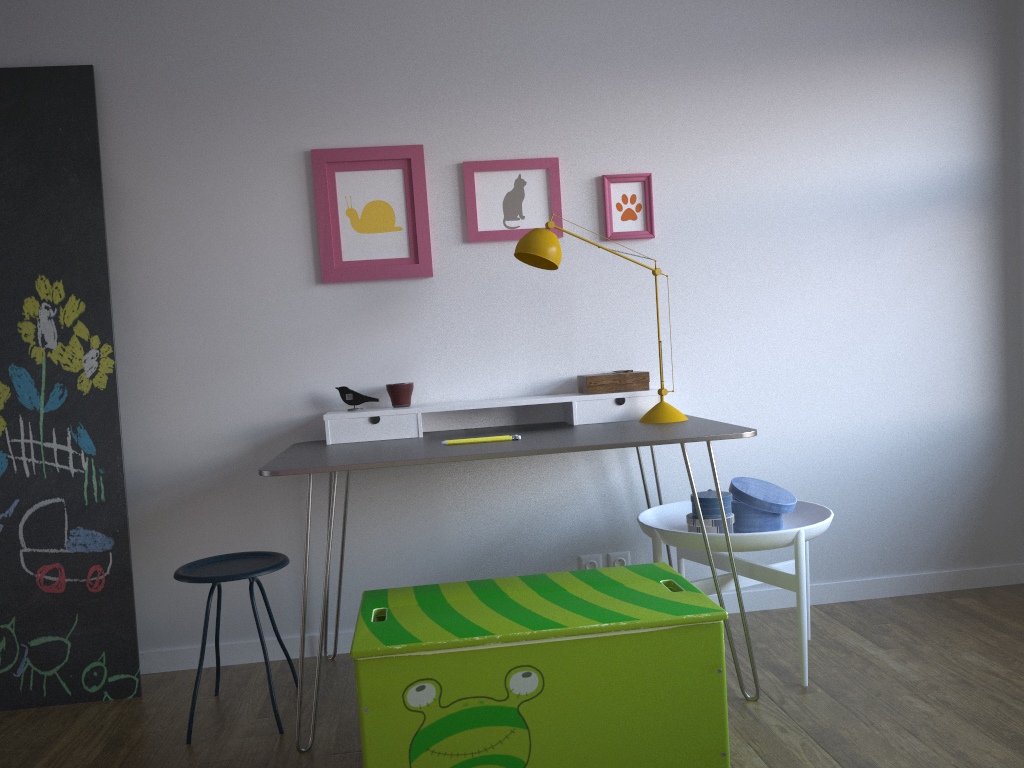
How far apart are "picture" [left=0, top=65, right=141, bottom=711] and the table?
0.55m

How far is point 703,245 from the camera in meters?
3.2

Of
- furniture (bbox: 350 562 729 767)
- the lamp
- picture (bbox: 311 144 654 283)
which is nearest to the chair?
furniture (bbox: 350 562 729 767)

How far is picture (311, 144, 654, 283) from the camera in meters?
3.0 m

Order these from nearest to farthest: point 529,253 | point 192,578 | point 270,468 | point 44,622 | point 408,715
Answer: point 408,715
point 270,468
point 192,578
point 529,253
point 44,622

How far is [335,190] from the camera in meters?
3.0

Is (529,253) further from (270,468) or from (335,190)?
(270,468)

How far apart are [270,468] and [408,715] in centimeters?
76cm

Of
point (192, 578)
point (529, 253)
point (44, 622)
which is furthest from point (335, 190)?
point (44, 622)

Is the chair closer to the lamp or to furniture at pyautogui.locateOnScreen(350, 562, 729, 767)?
furniture at pyautogui.locateOnScreen(350, 562, 729, 767)
